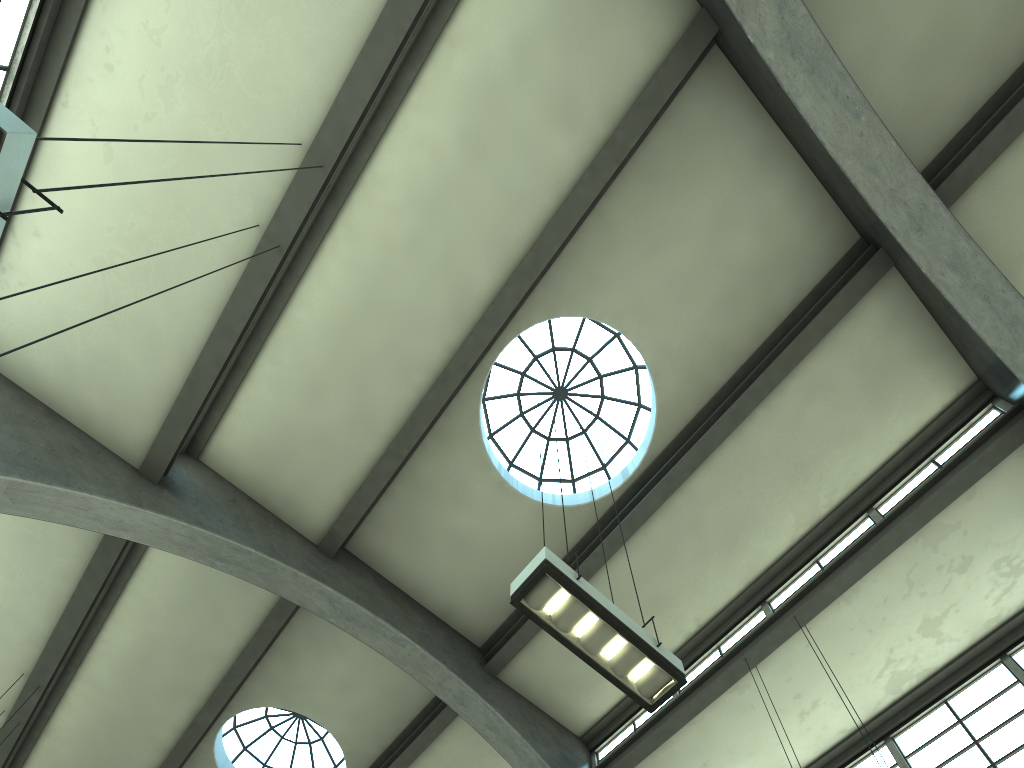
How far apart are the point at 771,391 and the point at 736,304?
1.3m

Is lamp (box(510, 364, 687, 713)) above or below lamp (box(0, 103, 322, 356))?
above

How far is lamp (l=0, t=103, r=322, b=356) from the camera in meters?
3.3

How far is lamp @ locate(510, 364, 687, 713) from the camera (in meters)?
5.80

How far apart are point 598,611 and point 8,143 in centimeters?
442cm

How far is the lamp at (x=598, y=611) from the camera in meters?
5.8

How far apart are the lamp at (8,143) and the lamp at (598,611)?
3.8 meters

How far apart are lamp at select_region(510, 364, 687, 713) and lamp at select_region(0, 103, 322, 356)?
3.81m

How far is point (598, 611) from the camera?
5.8m

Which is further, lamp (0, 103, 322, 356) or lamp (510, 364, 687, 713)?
lamp (510, 364, 687, 713)
